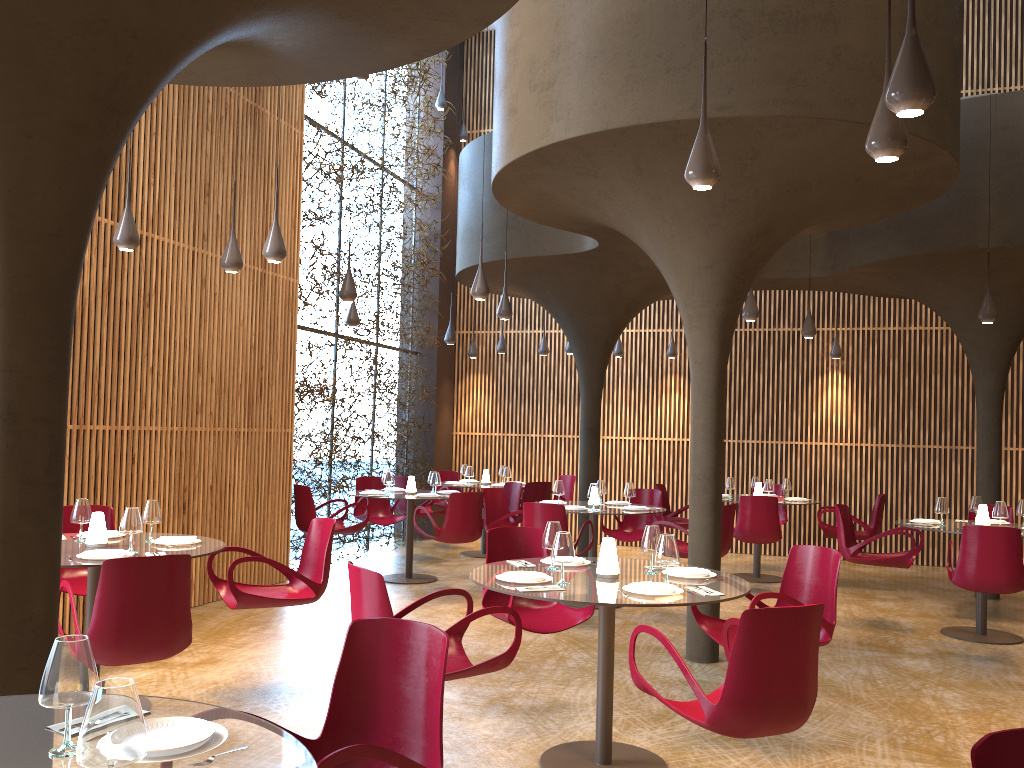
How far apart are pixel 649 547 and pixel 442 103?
11.3 meters

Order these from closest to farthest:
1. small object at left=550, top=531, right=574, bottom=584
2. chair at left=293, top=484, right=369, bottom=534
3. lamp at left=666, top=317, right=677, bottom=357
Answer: small object at left=550, top=531, right=574, bottom=584
chair at left=293, top=484, right=369, bottom=534
lamp at left=666, top=317, right=677, bottom=357

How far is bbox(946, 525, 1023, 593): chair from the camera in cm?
774

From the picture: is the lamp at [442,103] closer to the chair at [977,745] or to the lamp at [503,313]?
the lamp at [503,313]

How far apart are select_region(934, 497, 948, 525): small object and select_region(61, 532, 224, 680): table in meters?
7.1

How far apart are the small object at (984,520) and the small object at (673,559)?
5.70m

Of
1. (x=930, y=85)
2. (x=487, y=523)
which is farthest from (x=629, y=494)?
(x=930, y=85)

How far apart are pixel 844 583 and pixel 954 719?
6.08m

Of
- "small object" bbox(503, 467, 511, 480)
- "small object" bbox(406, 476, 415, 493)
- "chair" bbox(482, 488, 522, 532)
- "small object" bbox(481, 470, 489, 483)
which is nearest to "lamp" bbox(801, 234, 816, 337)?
"chair" bbox(482, 488, 522, 532)

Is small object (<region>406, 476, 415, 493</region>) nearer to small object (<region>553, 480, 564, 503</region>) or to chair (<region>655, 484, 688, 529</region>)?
small object (<region>553, 480, 564, 503</region>)
